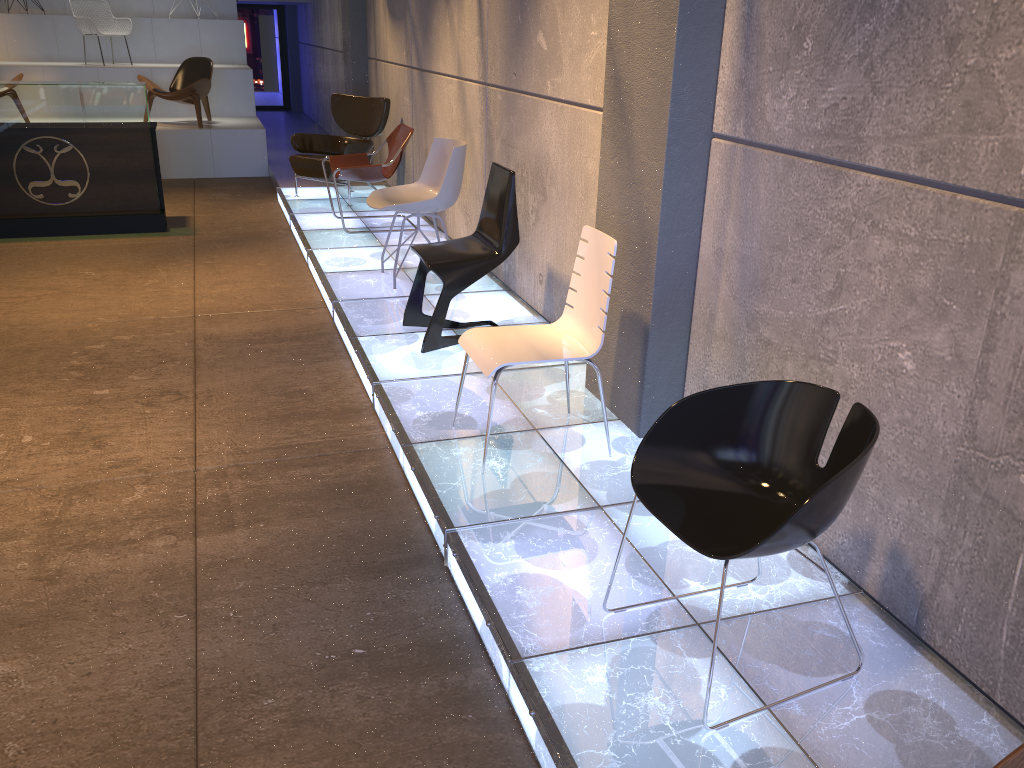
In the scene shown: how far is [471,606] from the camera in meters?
2.8 m

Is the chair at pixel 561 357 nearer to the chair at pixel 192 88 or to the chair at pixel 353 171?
the chair at pixel 353 171

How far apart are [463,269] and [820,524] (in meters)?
2.80

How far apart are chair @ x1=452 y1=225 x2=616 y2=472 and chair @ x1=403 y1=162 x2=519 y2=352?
0.9m

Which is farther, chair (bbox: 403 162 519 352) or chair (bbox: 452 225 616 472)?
chair (bbox: 403 162 519 352)

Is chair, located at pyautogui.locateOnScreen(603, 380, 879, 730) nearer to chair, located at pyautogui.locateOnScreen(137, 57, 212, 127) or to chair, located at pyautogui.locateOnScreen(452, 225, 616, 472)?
chair, located at pyautogui.locateOnScreen(452, 225, 616, 472)

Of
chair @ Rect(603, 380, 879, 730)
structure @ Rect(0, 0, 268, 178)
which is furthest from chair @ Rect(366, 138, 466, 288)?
structure @ Rect(0, 0, 268, 178)

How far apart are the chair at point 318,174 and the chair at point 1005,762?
7.67m

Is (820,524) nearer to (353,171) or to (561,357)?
(561,357)

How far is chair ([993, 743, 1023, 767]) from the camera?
1.3m
